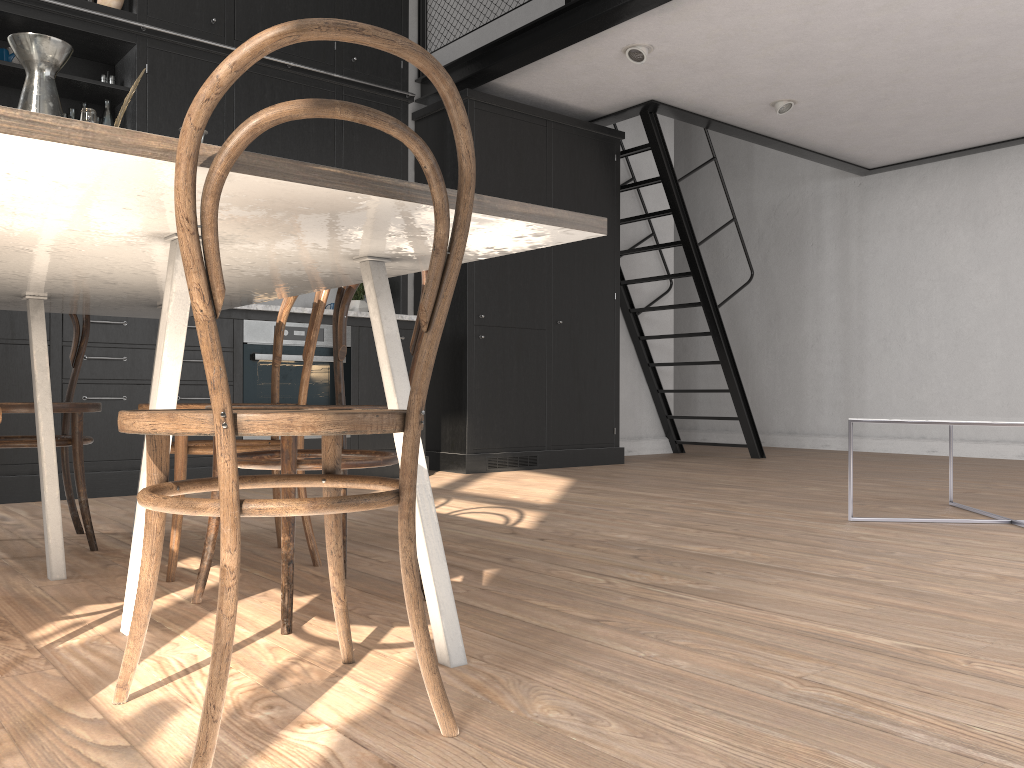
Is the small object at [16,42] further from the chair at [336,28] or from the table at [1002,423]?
the table at [1002,423]

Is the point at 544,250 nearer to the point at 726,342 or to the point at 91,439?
the point at 726,342

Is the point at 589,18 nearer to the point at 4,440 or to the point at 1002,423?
the point at 1002,423

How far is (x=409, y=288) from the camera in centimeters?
593cm

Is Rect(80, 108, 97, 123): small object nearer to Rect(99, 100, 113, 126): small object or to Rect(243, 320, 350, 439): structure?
Rect(243, 320, 350, 439): structure

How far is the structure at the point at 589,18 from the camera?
4.66m

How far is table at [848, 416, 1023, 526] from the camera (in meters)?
Answer: 2.97

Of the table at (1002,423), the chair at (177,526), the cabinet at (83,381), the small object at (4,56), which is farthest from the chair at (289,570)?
the small object at (4,56)

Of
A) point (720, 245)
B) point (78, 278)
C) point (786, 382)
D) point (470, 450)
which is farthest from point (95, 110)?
point (720, 245)

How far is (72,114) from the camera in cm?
441
